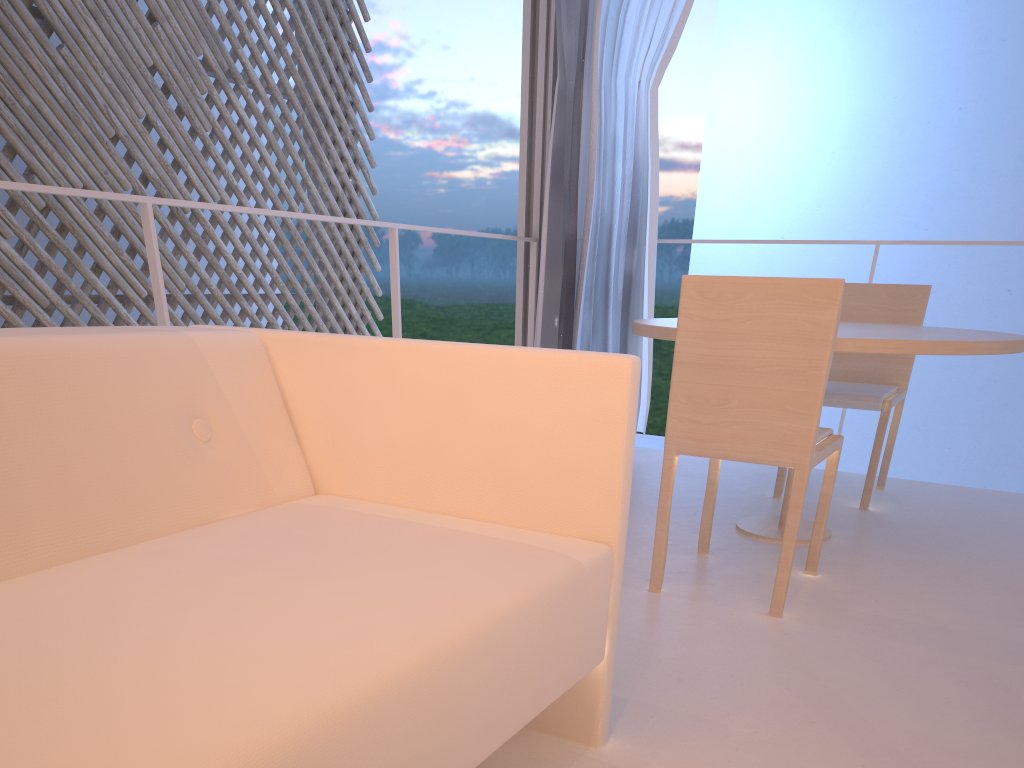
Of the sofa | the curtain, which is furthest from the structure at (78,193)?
the sofa

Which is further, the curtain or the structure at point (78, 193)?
the curtain

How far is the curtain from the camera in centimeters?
212cm

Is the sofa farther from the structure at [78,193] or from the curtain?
the curtain

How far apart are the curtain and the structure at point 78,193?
0.1 meters

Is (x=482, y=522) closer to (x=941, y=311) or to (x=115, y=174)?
(x=115, y=174)

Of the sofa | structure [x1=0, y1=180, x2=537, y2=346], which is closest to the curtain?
structure [x1=0, y1=180, x2=537, y2=346]

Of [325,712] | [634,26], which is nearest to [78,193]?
[325,712]

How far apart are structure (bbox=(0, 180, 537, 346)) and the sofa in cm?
48

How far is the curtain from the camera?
2.1 meters
